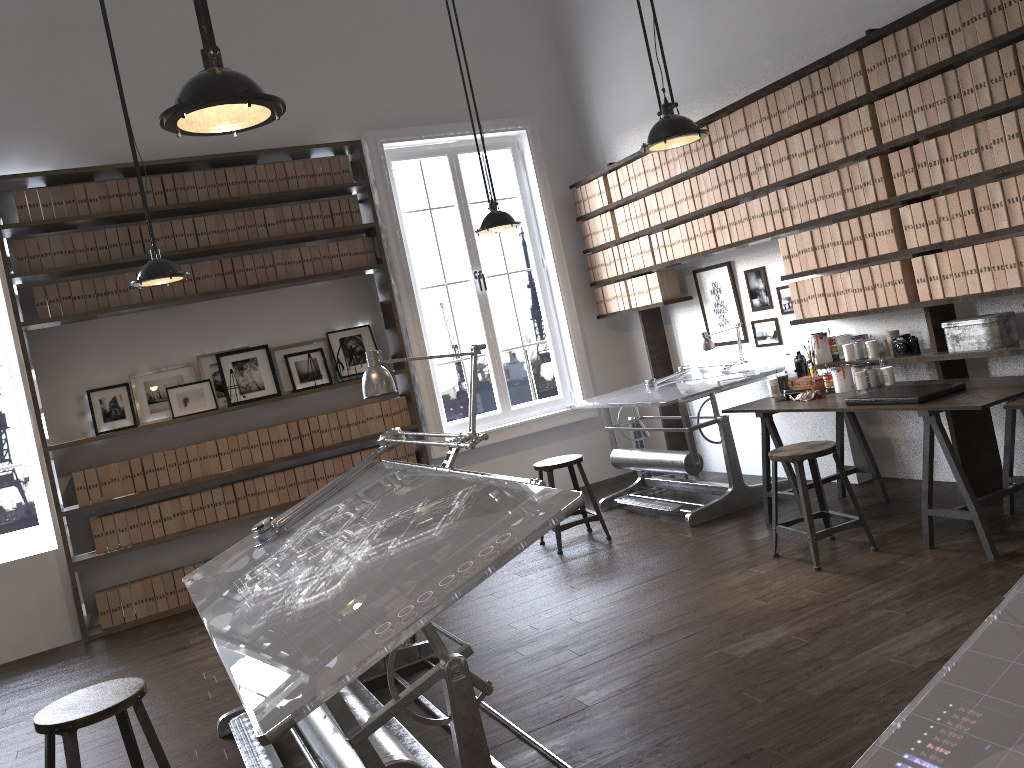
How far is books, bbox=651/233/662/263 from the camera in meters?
6.4

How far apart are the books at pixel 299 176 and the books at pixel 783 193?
A: 3.3m

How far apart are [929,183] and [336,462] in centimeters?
425cm

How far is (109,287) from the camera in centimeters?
587cm

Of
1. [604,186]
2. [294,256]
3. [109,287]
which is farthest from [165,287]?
[604,186]

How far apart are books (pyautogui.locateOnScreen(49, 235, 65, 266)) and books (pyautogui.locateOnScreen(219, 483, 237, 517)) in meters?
1.8 m

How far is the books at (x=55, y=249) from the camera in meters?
5.7 m

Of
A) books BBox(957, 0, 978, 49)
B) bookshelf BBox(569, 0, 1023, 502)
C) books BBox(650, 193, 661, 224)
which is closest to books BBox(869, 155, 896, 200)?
bookshelf BBox(569, 0, 1023, 502)

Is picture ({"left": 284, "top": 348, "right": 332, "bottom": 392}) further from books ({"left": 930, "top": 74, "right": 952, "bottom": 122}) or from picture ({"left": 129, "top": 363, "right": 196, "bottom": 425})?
books ({"left": 930, "top": 74, "right": 952, "bottom": 122})

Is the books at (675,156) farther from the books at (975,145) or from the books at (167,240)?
the books at (167,240)
